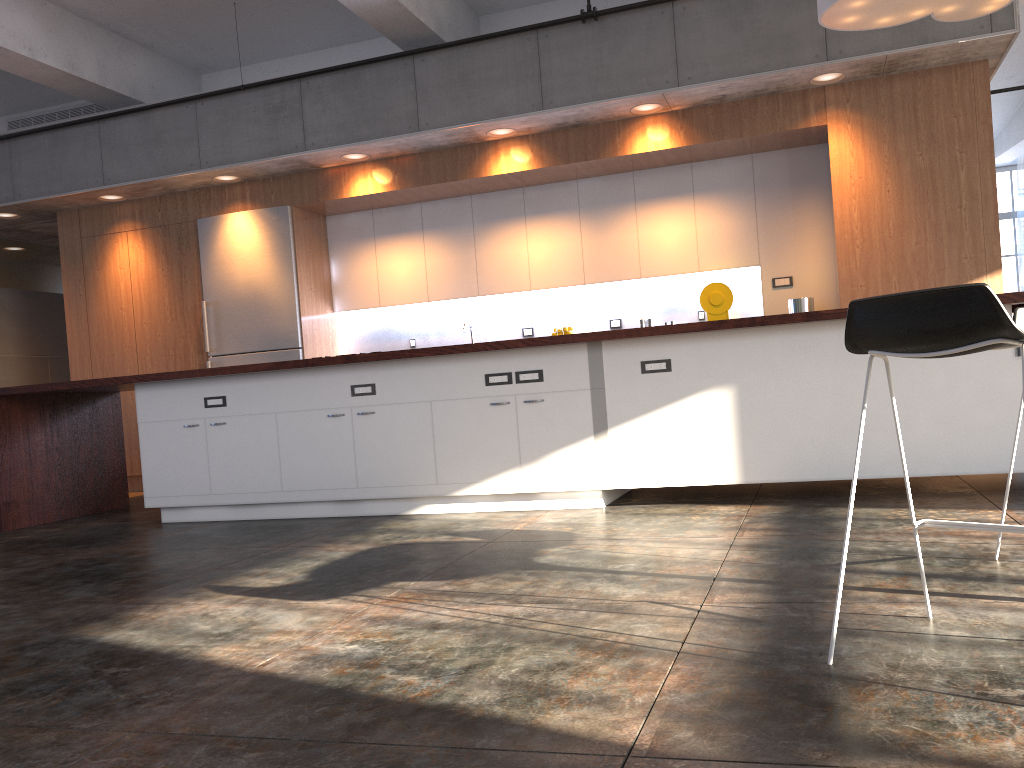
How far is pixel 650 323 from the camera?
7.4m

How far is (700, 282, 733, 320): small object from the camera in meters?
6.9

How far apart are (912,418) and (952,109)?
3.0m

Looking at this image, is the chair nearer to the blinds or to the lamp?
the lamp

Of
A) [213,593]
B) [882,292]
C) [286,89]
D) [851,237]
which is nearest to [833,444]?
[882,292]

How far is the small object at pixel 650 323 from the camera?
7.4m

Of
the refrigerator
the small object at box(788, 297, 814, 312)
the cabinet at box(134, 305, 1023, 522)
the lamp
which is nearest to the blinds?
the small object at box(788, 297, 814, 312)

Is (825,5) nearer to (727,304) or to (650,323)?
(727,304)

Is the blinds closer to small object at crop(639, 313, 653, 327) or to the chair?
small object at crop(639, 313, 653, 327)

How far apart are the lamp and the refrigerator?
4.7m
